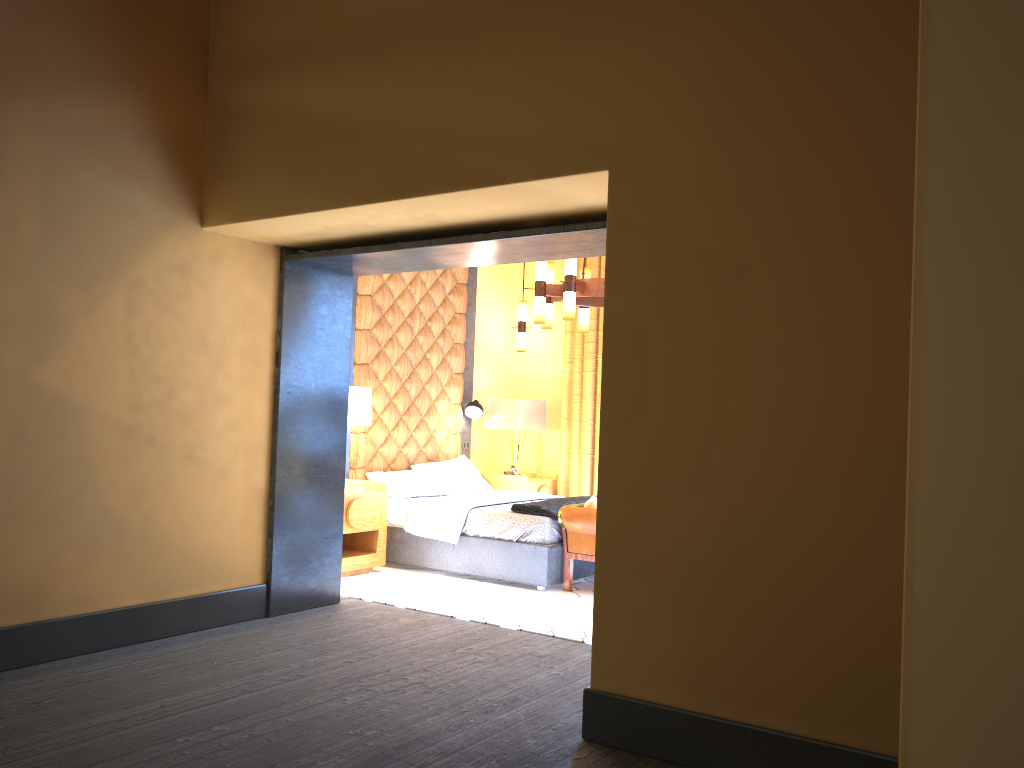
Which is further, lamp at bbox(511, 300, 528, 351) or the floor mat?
lamp at bbox(511, 300, 528, 351)

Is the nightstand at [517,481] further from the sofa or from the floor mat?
the sofa

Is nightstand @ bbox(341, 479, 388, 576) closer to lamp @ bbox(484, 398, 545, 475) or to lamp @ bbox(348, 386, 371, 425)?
lamp @ bbox(348, 386, 371, 425)

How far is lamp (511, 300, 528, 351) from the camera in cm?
914

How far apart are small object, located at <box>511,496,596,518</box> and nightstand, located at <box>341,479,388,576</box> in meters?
1.0

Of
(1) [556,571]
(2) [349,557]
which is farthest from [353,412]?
(1) [556,571]

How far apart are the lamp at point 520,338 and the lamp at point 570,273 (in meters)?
2.00

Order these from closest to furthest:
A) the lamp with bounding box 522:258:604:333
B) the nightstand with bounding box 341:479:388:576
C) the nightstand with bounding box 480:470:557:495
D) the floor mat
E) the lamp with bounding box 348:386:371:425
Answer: the floor mat → the lamp with bounding box 522:258:604:333 → the nightstand with bounding box 341:479:388:576 → the lamp with bounding box 348:386:371:425 → the nightstand with bounding box 480:470:557:495

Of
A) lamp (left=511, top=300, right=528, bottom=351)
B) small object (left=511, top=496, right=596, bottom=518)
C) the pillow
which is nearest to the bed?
small object (left=511, top=496, right=596, bottom=518)

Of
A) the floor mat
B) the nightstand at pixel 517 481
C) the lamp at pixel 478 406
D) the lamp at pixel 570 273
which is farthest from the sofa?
the lamp at pixel 478 406
